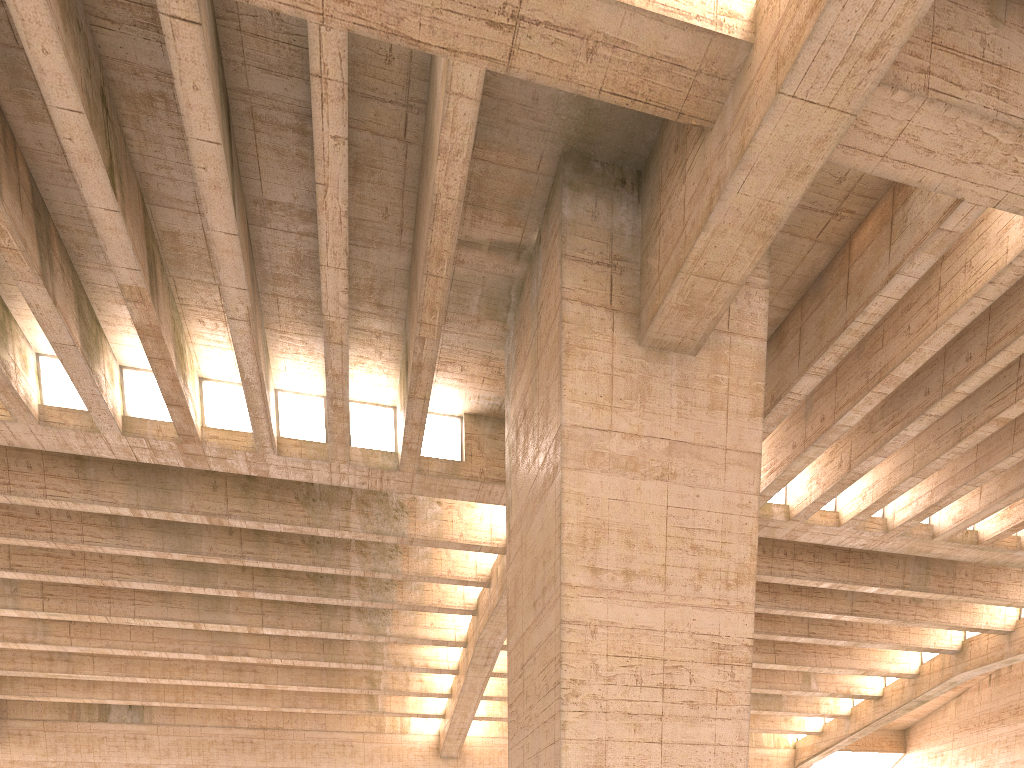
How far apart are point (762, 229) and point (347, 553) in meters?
15.0
